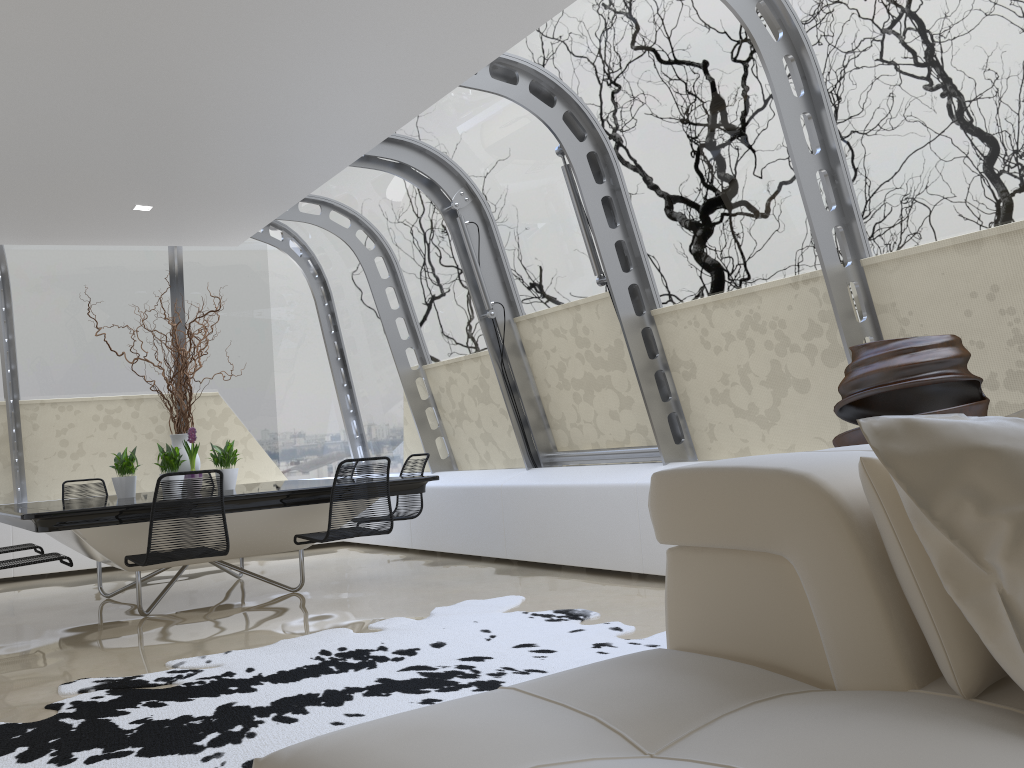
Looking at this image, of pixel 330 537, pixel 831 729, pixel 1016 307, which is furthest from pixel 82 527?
pixel 1016 307

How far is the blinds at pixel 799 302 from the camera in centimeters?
490cm

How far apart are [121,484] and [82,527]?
1.6 meters

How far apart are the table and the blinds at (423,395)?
1.81m

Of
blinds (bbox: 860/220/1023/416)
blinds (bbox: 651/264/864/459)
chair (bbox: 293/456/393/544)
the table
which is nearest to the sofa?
blinds (bbox: 860/220/1023/416)

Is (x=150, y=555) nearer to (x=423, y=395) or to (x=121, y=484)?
(x=121, y=484)

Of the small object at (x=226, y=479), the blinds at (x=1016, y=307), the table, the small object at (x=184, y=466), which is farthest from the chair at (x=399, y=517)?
the blinds at (x=1016, y=307)

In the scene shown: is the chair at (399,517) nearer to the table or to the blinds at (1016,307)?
the table

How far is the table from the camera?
4.8m

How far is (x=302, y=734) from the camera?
3.0 meters
